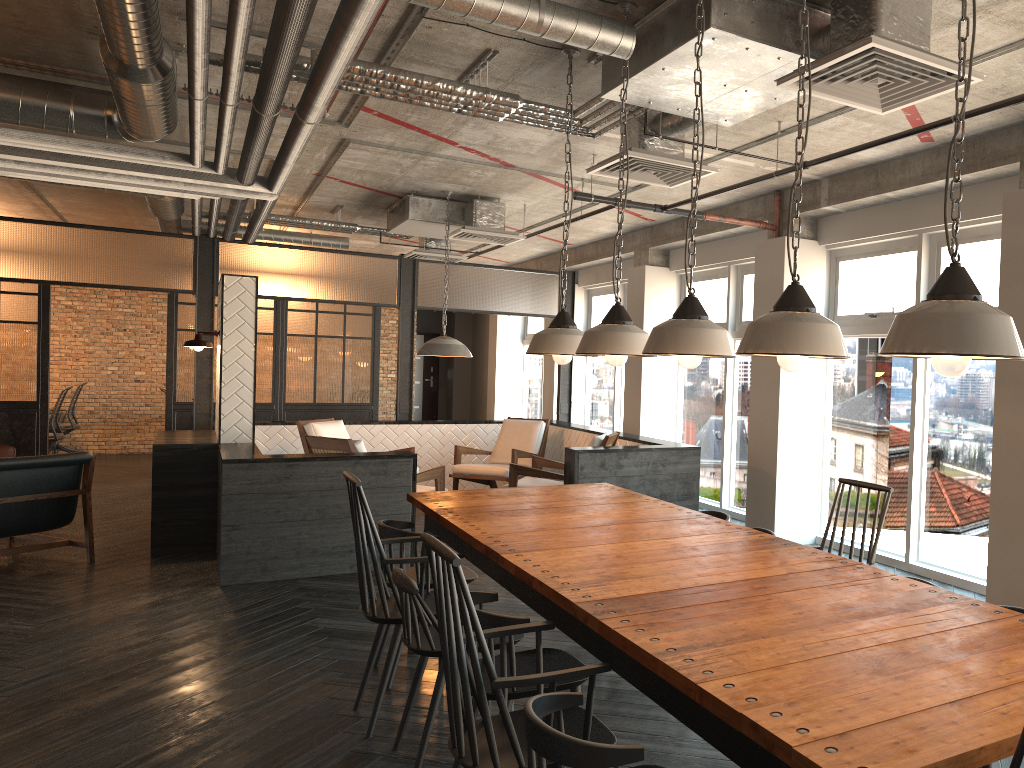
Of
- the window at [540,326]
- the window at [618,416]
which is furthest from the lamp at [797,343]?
the window at [540,326]

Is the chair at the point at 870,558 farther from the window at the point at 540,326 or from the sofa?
the window at the point at 540,326

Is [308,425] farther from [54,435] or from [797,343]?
[797,343]

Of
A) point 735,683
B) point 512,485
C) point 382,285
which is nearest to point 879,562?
point 512,485

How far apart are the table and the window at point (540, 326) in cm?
916

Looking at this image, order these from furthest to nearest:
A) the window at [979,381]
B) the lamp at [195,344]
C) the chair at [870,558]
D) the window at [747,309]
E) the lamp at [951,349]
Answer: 1. the window at [747,309]
2. the lamp at [195,344]
3. the window at [979,381]
4. the chair at [870,558]
5. the lamp at [951,349]

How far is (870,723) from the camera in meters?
1.6

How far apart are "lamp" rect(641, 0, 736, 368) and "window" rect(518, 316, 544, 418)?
11.1 meters

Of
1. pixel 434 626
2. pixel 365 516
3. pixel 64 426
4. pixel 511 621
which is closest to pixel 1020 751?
pixel 511 621

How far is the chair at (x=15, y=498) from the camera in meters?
6.4
